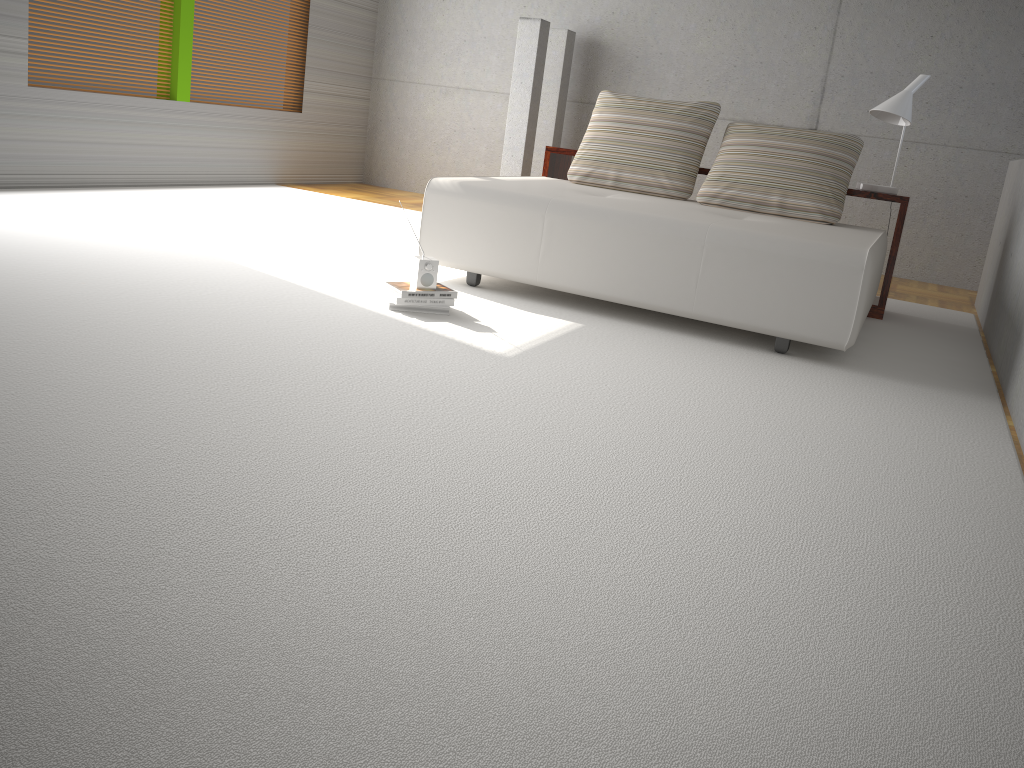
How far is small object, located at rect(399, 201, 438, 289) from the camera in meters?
3.8

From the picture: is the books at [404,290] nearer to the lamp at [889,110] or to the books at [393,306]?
the books at [393,306]

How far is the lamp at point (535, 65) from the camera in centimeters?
718cm

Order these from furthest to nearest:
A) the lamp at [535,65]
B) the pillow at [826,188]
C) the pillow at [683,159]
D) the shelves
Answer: the lamp at [535,65] < the pillow at [683,159] < the shelves < the pillow at [826,188]

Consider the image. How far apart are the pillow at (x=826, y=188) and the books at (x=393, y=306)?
1.9 meters

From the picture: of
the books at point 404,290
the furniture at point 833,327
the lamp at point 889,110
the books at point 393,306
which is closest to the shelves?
the lamp at point 889,110

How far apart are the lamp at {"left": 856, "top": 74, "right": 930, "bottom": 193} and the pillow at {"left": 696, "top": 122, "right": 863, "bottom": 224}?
0.20m

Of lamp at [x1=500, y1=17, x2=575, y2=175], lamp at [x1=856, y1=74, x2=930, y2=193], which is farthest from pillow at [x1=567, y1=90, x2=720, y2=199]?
lamp at [x1=500, y1=17, x2=575, y2=175]

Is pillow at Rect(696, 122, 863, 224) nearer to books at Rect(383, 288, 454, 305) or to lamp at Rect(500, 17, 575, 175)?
books at Rect(383, 288, 454, 305)

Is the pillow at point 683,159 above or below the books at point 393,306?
above
